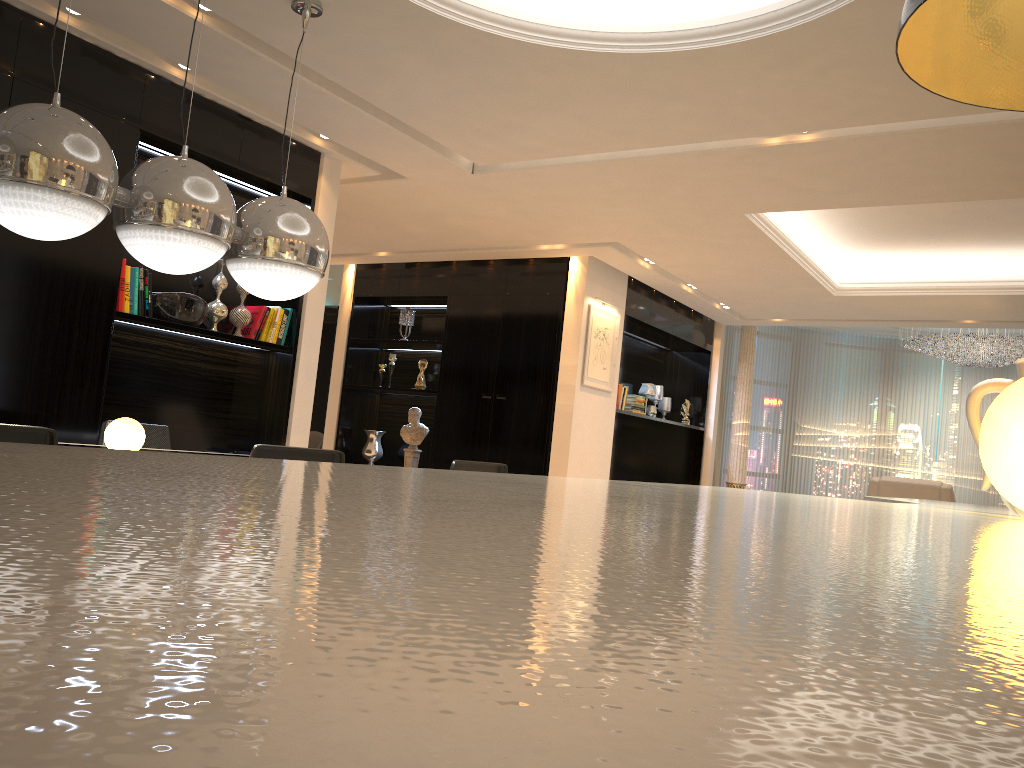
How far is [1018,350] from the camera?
10.0m

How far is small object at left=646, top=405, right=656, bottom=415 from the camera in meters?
9.7 m

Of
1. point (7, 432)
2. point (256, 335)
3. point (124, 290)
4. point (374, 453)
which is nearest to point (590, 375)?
point (374, 453)

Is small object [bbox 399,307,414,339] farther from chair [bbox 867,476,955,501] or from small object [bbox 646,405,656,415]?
chair [bbox 867,476,955,501]

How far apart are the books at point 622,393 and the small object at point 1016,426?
7.5 meters

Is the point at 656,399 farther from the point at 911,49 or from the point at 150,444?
the point at 911,49

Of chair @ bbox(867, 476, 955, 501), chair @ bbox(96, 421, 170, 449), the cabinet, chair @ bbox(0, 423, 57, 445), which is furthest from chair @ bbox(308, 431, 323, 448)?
the cabinet

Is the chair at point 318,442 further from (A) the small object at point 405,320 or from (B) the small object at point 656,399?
(B) the small object at point 656,399

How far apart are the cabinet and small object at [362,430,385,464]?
7.28m

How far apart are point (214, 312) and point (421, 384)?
3.88m
